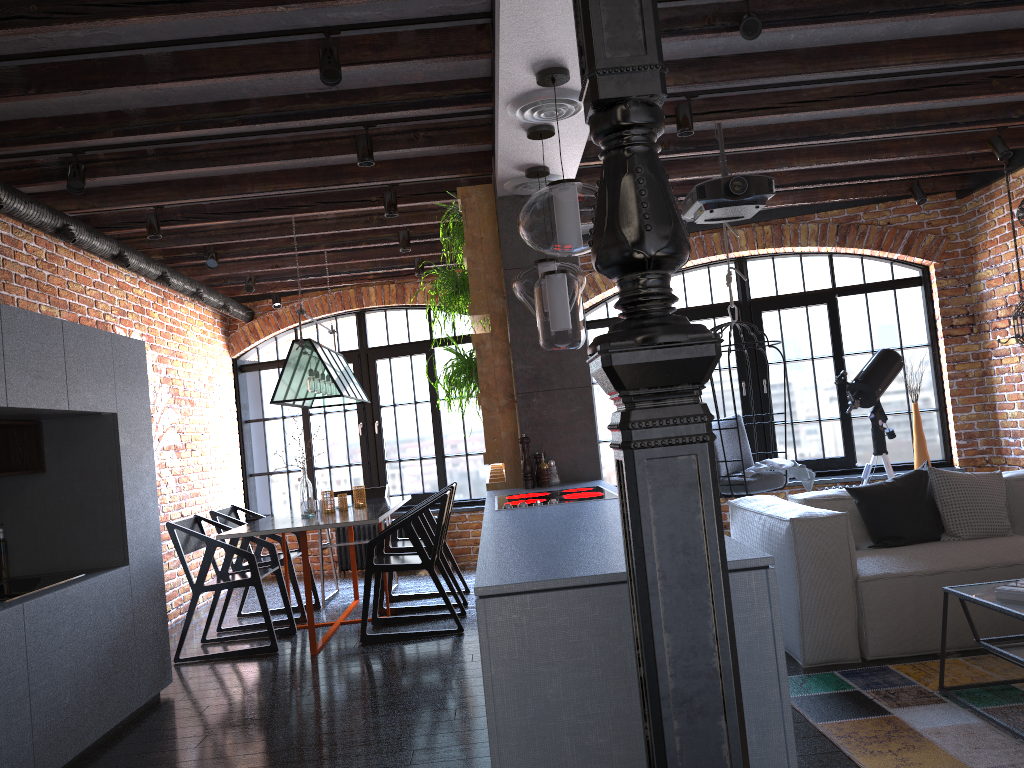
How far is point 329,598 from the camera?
6.7m

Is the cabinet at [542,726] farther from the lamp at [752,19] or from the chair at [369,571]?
the lamp at [752,19]

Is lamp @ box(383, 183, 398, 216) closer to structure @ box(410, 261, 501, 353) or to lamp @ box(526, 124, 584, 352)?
structure @ box(410, 261, 501, 353)

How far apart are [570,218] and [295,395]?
3.0 meters

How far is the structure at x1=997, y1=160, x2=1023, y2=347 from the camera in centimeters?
568cm

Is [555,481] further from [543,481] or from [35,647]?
[35,647]

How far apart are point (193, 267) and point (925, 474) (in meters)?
5.42

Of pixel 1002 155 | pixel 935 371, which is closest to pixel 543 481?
pixel 1002 155

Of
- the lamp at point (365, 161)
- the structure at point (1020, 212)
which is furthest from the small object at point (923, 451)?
the lamp at point (365, 161)

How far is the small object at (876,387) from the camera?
6.10m
